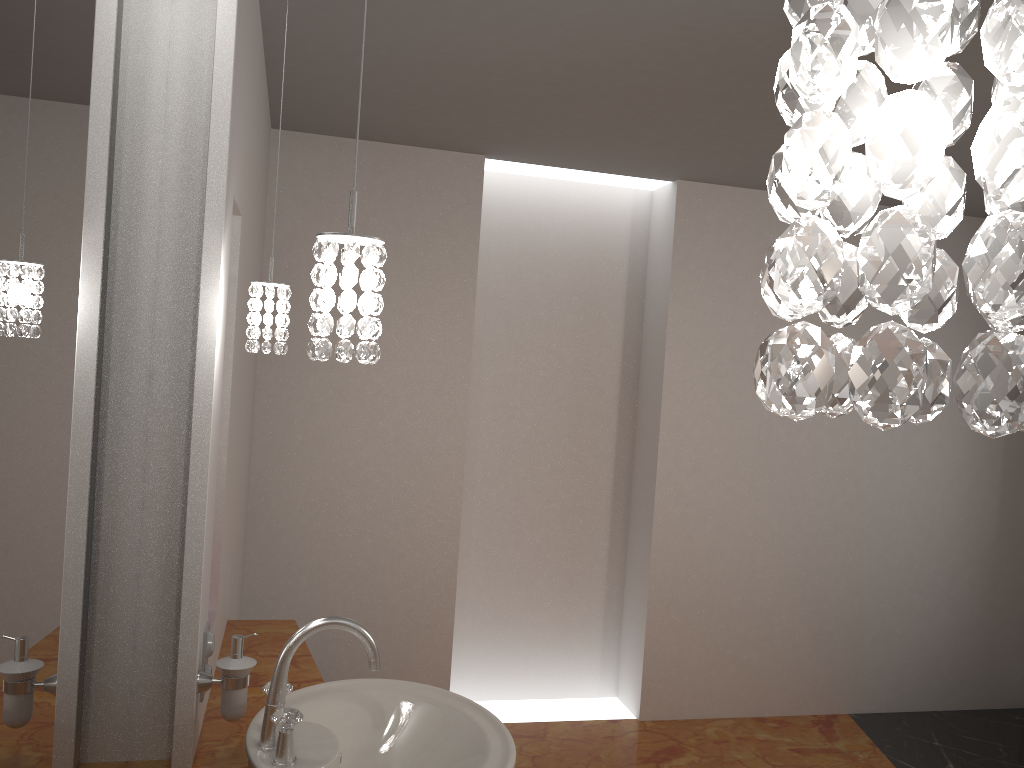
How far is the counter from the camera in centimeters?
176cm

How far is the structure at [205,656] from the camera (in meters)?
1.78

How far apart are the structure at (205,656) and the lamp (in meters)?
0.60

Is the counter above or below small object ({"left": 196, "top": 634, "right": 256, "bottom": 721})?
below

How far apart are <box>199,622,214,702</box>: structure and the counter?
0.1m

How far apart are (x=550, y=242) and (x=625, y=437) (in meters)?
1.02

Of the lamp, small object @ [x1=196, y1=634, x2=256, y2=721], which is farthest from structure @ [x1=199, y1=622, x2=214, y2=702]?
the lamp

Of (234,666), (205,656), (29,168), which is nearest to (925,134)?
(29,168)

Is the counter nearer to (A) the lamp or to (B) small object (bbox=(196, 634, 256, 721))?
(B) small object (bbox=(196, 634, 256, 721))

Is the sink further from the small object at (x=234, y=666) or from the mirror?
the mirror
